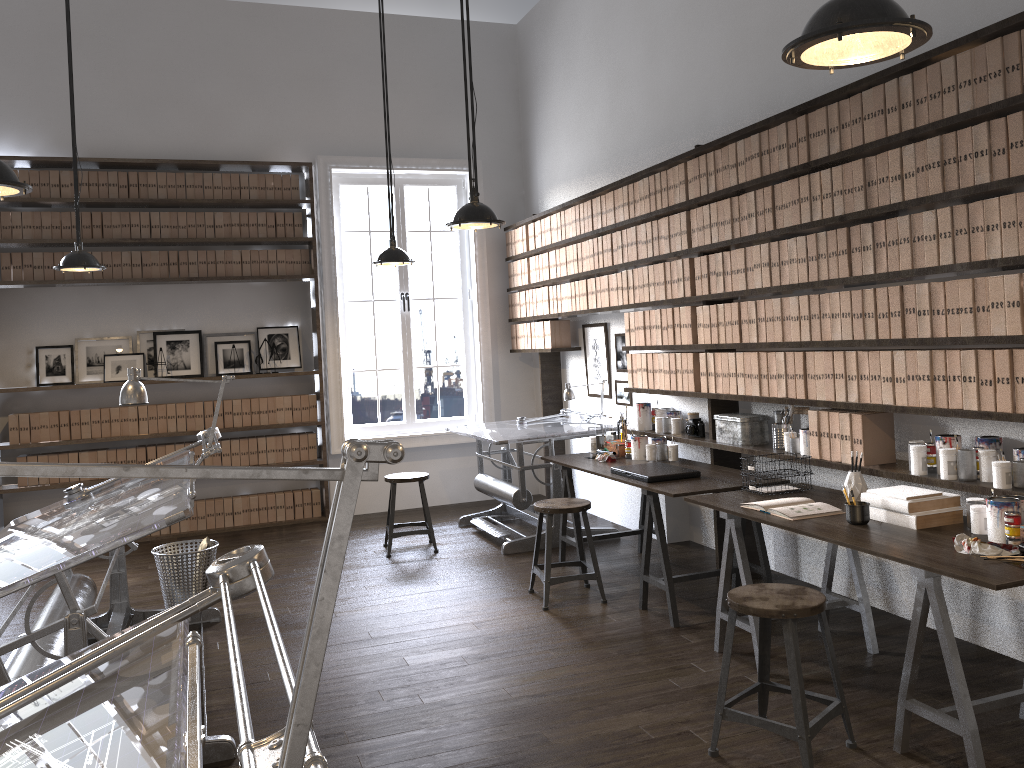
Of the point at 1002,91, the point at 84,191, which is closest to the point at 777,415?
the point at 1002,91

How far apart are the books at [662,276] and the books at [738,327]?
0.7m

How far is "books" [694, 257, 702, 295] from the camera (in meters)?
4.97

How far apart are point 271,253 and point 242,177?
0.6 meters

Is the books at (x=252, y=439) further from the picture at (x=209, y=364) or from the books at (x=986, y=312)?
the books at (x=986, y=312)

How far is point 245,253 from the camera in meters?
7.2 m

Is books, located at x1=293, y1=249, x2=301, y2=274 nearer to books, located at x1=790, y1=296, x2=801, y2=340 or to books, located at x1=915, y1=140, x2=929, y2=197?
books, located at x1=790, y1=296, x2=801, y2=340

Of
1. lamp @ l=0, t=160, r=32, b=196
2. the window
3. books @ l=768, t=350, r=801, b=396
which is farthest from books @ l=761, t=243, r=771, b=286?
the window

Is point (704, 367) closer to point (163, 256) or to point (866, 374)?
point (866, 374)

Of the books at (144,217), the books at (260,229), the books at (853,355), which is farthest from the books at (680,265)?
the books at (144,217)
